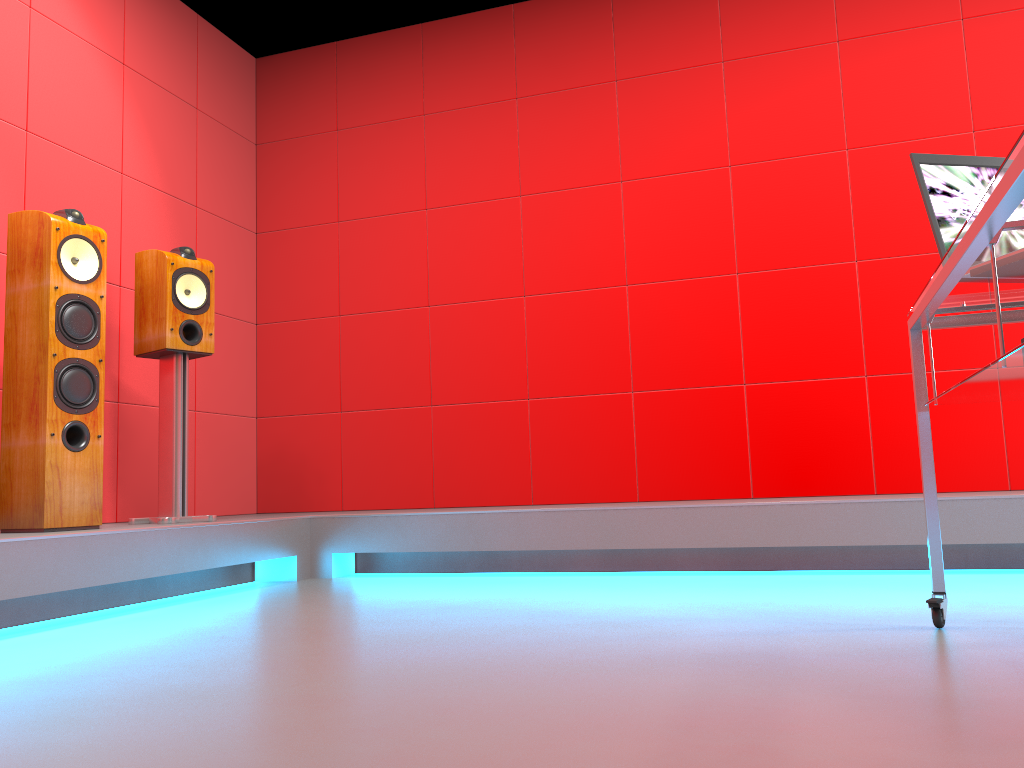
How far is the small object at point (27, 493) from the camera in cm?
275

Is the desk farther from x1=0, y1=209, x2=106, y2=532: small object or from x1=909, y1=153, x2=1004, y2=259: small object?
x1=0, y1=209, x2=106, y2=532: small object

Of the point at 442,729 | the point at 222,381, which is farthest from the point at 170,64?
the point at 442,729

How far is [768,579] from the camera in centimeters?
295cm

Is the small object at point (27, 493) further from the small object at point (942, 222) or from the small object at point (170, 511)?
the small object at point (942, 222)

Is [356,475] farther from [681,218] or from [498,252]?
[681,218]

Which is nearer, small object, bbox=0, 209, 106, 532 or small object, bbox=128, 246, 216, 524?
small object, bbox=0, 209, 106, 532

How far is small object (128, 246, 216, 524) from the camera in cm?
331

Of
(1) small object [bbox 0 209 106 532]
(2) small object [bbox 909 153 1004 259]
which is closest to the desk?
(2) small object [bbox 909 153 1004 259]

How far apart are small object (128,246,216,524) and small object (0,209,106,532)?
0.34m
